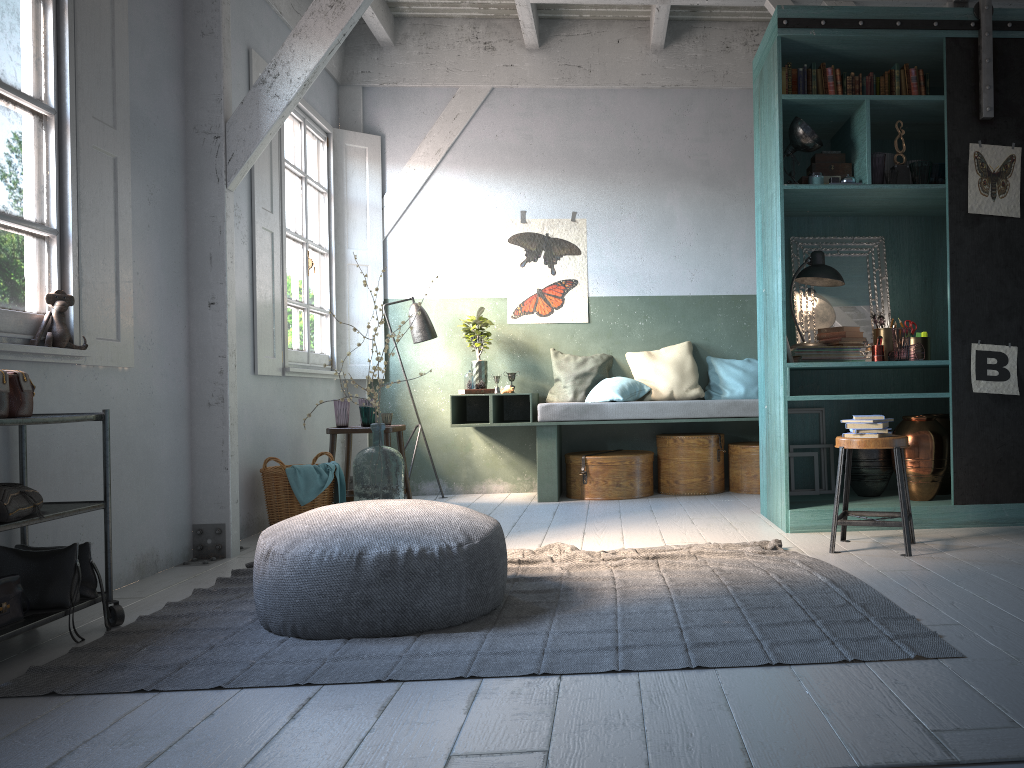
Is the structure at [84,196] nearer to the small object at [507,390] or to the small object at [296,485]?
the small object at [296,485]

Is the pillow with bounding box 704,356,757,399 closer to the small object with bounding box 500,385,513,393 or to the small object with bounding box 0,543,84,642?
the small object with bounding box 500,385,513,393

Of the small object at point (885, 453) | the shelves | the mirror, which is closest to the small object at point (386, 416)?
the mirror

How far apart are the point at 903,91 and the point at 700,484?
3.5 meters

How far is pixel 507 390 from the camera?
7.8m

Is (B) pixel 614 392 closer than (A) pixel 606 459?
No

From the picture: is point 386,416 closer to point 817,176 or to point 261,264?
point 261,264

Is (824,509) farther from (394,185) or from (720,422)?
(394,185)

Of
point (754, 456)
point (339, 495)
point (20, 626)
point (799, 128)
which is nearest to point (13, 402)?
point (20, 626)

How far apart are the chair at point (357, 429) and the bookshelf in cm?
279
